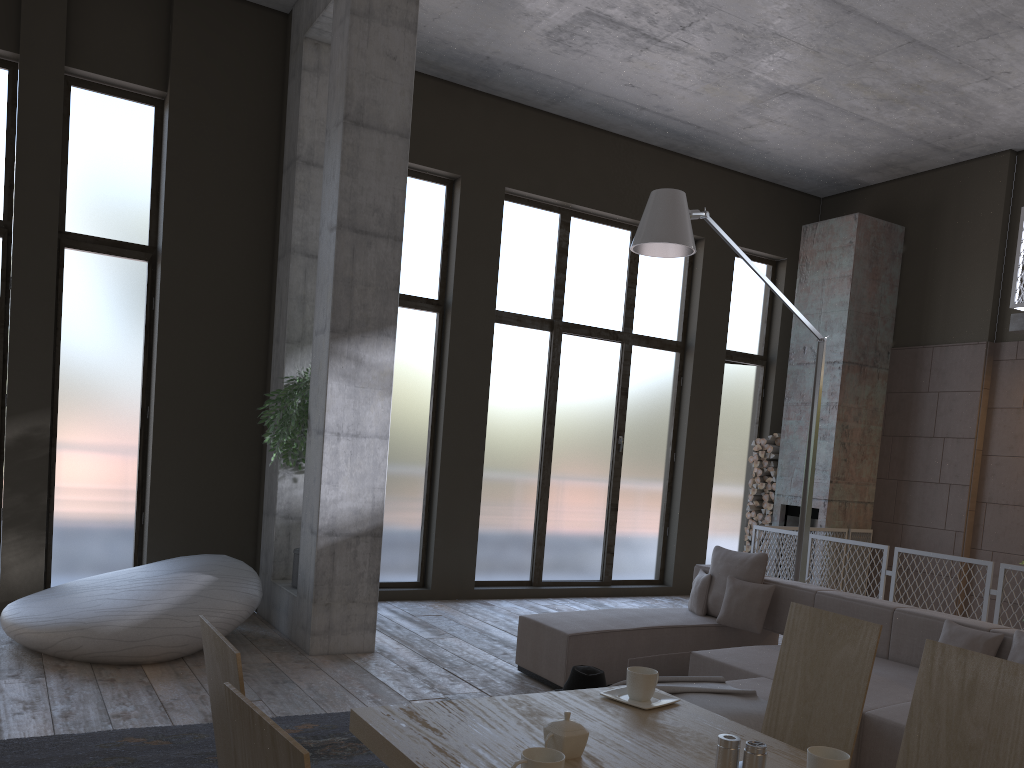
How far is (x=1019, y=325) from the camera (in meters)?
8.34

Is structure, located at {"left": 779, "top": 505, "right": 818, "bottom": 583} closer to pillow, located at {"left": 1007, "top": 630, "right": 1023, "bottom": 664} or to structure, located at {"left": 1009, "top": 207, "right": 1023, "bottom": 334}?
structure, located at {"left": 1009, "top": 207, "right": 1023, "bottom": 334}

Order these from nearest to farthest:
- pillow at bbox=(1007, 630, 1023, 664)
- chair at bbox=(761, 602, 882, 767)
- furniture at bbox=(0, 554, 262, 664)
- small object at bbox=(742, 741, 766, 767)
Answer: small object at bbox=(742, 741, 766, 767) < chair at bbox=(761, 602, 882, 767) < pillow at bbox=(1007, 630, 1023, 664) < furniture at bbox=(0, 554, 262, 664)

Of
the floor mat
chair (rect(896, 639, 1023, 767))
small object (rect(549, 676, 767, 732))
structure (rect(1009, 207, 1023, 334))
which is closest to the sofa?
small object (rect(549, 676, 767, 732))

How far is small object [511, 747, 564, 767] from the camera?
1.7m

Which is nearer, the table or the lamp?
the table

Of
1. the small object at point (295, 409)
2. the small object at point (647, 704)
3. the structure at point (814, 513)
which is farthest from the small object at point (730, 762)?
the structure at point (814, 513)

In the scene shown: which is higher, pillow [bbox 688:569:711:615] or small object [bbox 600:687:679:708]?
small object [bbox 600:687:679:708]

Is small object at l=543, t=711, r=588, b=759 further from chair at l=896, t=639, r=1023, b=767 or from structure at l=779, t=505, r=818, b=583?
structure at l=779, t=505, r=818, b=583

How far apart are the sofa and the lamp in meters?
0.8 m
